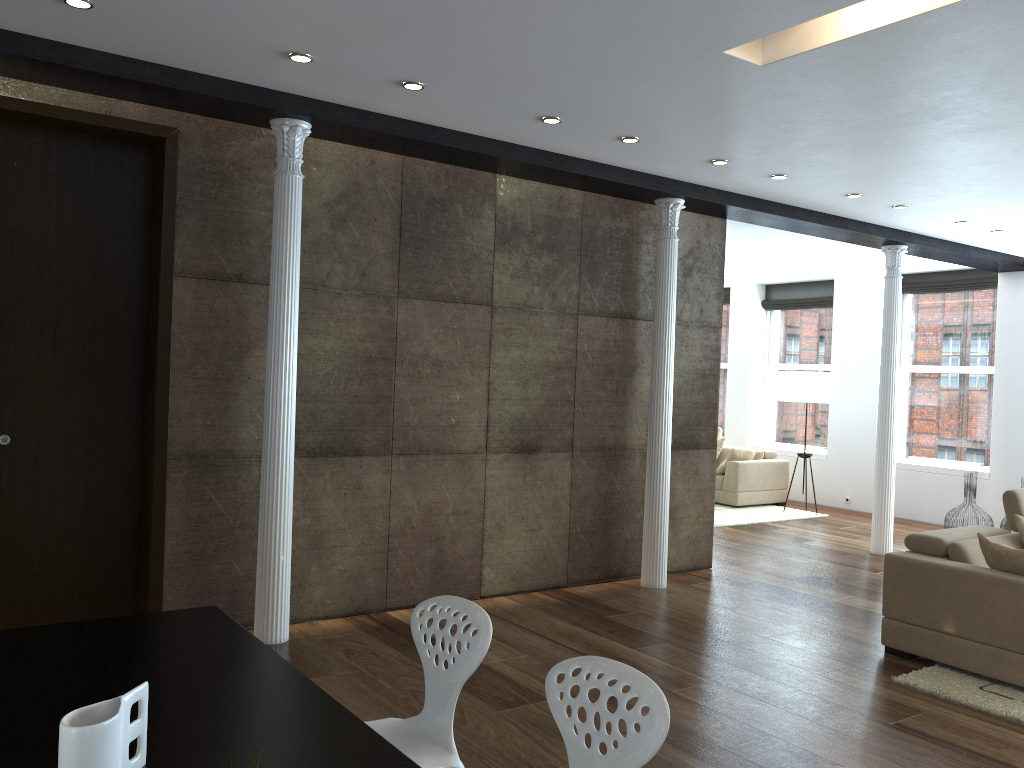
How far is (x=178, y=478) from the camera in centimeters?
489cm

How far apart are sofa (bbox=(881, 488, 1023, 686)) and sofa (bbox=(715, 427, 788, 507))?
5.2 meters

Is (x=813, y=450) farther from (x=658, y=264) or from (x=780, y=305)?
(x=658, y=264)

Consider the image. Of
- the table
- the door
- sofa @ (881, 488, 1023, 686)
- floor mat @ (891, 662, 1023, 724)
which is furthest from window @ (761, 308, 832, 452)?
the table

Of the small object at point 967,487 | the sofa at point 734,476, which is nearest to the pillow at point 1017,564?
the small object at point 967,487

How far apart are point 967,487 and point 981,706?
5.5 meters

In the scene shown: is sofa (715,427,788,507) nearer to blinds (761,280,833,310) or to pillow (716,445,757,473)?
pillow (716,445,757,473)

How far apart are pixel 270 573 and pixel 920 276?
9.04m

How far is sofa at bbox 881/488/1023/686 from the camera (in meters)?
4.61

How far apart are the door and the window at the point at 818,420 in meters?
9.4 m
